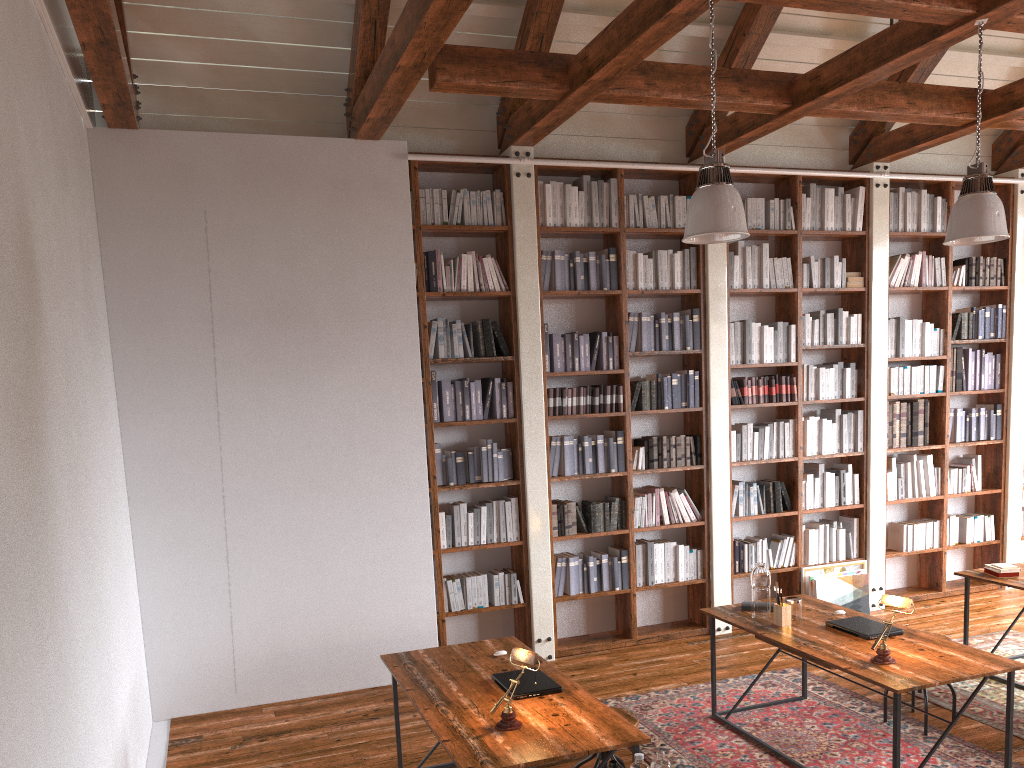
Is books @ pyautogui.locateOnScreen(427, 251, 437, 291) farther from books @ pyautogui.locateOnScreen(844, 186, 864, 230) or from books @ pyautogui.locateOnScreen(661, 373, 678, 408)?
books @ pyautogui.locateOnScreen(844, 186, 864, 230)

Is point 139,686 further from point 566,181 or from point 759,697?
point 566,181

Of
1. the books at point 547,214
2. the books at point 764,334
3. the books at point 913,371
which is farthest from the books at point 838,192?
the books at point 547,214

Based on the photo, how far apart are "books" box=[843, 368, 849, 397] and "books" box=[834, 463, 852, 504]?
0.59m

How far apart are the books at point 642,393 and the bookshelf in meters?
0.1

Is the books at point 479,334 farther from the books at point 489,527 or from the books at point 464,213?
the books at point 489,527

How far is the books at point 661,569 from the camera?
6.59m

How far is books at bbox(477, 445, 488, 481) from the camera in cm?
609

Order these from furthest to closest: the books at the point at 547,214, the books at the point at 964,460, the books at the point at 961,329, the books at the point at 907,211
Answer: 1. the books at the point at 964,460
2. the books at the point at 961,329
3. the books at the point at 907,211
4. the books at the point at 547,214

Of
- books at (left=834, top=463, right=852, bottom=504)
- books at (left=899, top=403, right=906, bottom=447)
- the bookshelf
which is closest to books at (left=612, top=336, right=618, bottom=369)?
the bookshelf
